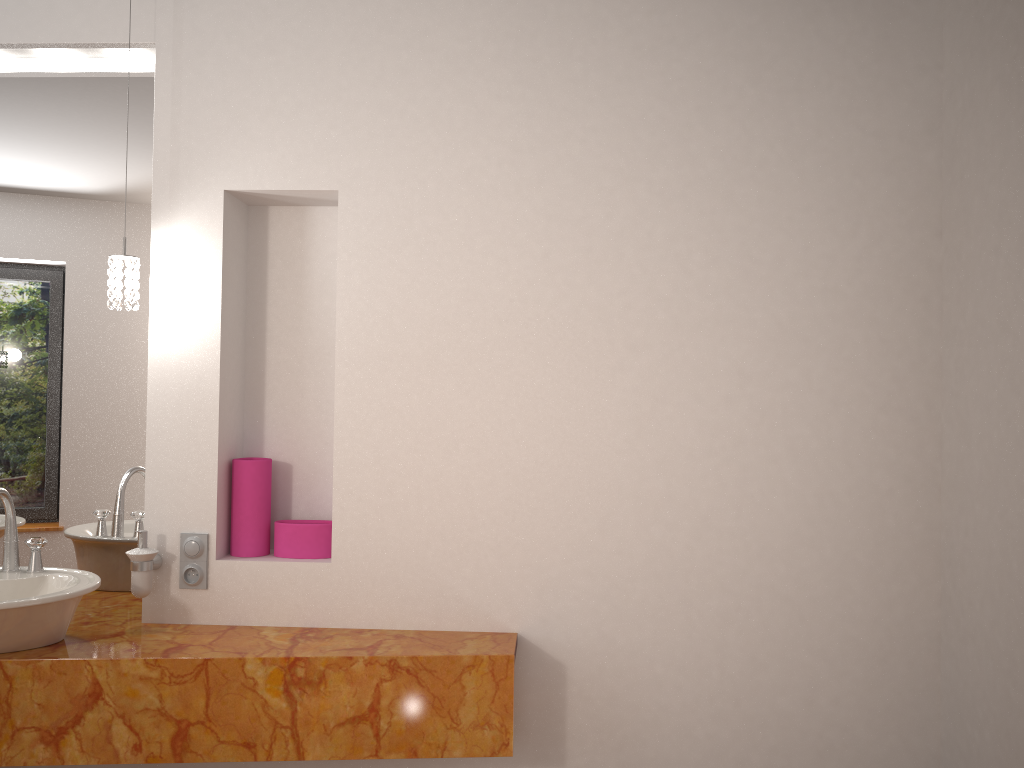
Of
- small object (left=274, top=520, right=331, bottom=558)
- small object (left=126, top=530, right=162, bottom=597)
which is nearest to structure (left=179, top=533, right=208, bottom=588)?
small object (left=126, top=530, right=162, bottom=597)

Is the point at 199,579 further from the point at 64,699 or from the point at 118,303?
the point at 118,303

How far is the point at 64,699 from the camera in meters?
2.0

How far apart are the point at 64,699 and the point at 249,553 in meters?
0.5 m

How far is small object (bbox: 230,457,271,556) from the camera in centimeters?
234cm

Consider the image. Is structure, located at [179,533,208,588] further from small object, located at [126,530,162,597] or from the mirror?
the mirror

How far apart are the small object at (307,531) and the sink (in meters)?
0.44

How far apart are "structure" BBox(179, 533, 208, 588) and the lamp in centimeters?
60cm

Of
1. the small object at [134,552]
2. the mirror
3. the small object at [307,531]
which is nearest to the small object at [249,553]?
the small object at [307,531]

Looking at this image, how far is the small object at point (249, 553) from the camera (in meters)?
2.34
